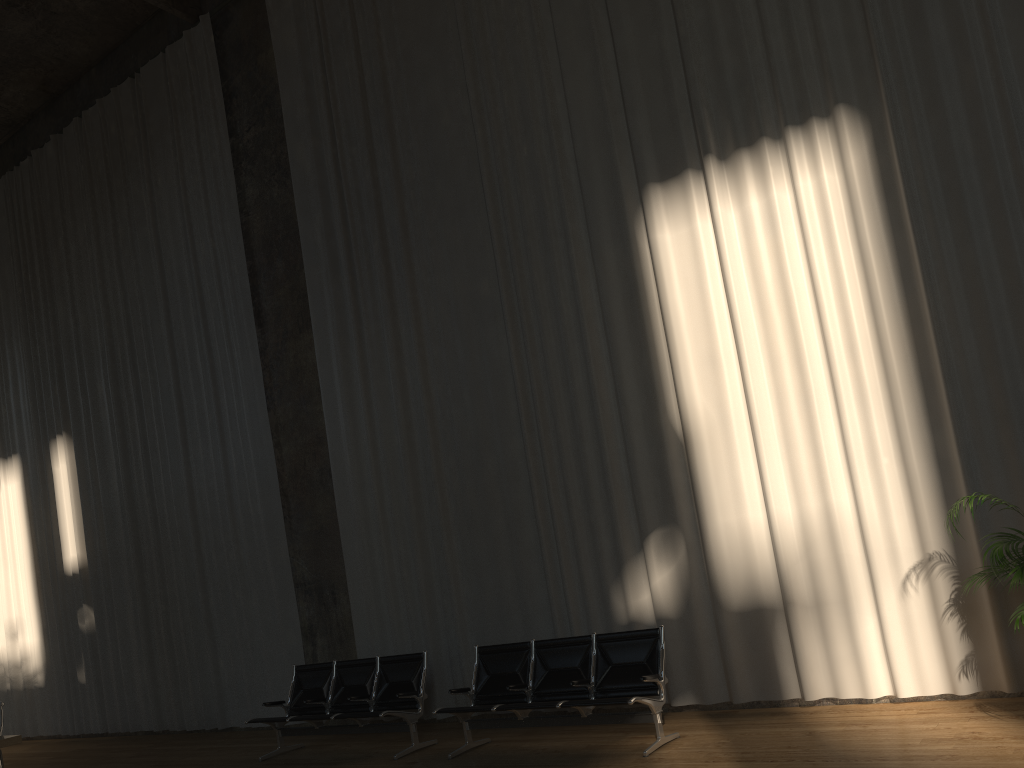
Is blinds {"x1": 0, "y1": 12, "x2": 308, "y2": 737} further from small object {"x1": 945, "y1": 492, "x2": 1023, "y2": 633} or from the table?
small object {"x1": 945, "y1": 492, "x2": 1023, "y2": 633}

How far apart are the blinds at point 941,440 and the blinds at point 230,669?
1.0 meters

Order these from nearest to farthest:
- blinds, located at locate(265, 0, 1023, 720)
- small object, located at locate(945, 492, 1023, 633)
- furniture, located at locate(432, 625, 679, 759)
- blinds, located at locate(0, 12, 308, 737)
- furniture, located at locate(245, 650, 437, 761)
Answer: small object, located at locate(945, 492, 1023, 633), blinds, located at locate(265, 0, 1023, 720), furniture, located at locate(432, 625, 679, 759), furniture, located at locate(245, 650, 437, 761), blinds, located at locate(0, 12, 308, 737)

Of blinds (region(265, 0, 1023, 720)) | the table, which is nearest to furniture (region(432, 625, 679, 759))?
blinds (region(265, 0, 1023, 720))

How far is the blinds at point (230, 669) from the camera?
10.5m

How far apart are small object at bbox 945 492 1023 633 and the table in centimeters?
715cm

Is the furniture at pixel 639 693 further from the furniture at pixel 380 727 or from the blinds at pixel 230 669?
the blinds at pixel 230 669

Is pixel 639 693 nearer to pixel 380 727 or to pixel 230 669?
pixel 380 727

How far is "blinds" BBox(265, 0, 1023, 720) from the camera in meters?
6.2 m

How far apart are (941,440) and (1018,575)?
1.30m
